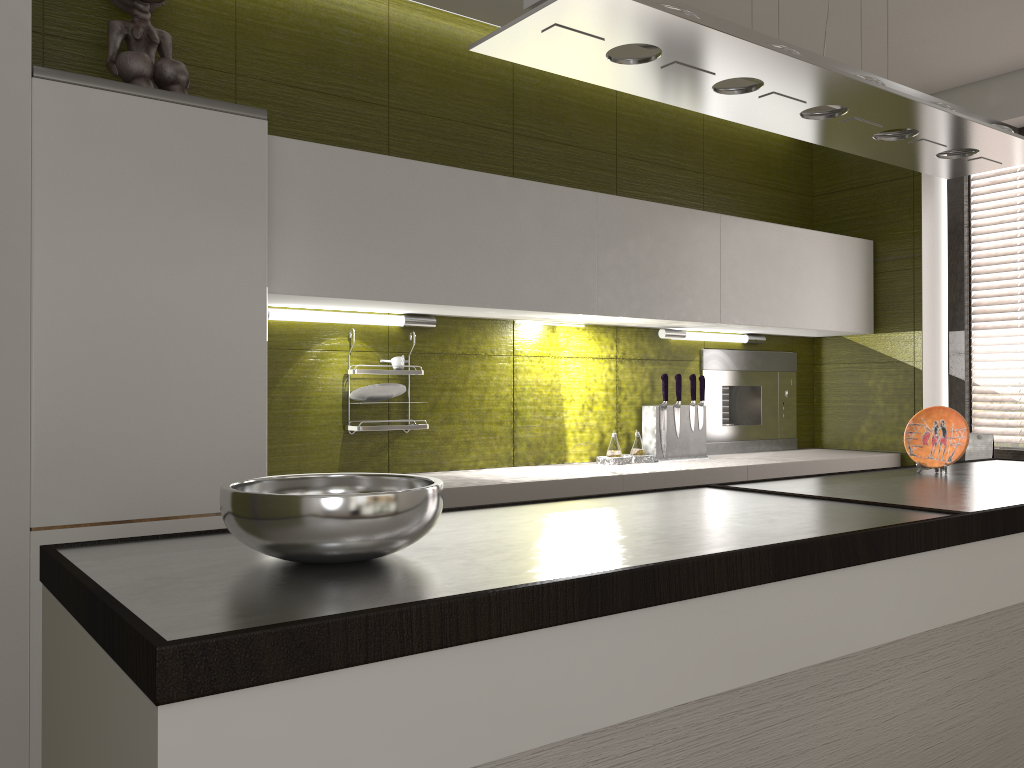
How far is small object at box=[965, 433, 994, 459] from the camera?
3.71m

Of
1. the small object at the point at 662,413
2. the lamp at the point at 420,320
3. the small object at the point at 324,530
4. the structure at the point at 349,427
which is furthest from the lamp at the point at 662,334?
the small object at the point at 324,530

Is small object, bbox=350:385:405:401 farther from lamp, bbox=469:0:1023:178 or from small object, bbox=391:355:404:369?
lamp, bbox=469:0:1023:178

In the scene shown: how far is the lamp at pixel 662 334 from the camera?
3.65m

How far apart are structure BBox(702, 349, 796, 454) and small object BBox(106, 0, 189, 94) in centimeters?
239cm

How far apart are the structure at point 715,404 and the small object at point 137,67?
2.4m

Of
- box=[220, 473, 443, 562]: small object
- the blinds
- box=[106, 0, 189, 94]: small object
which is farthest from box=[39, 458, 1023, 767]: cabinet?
box=[106, 0, 189, 94]: small object

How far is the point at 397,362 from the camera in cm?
293

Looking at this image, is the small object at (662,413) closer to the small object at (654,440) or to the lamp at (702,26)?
the small object at (654,440)

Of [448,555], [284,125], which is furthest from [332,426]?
[448,555]
